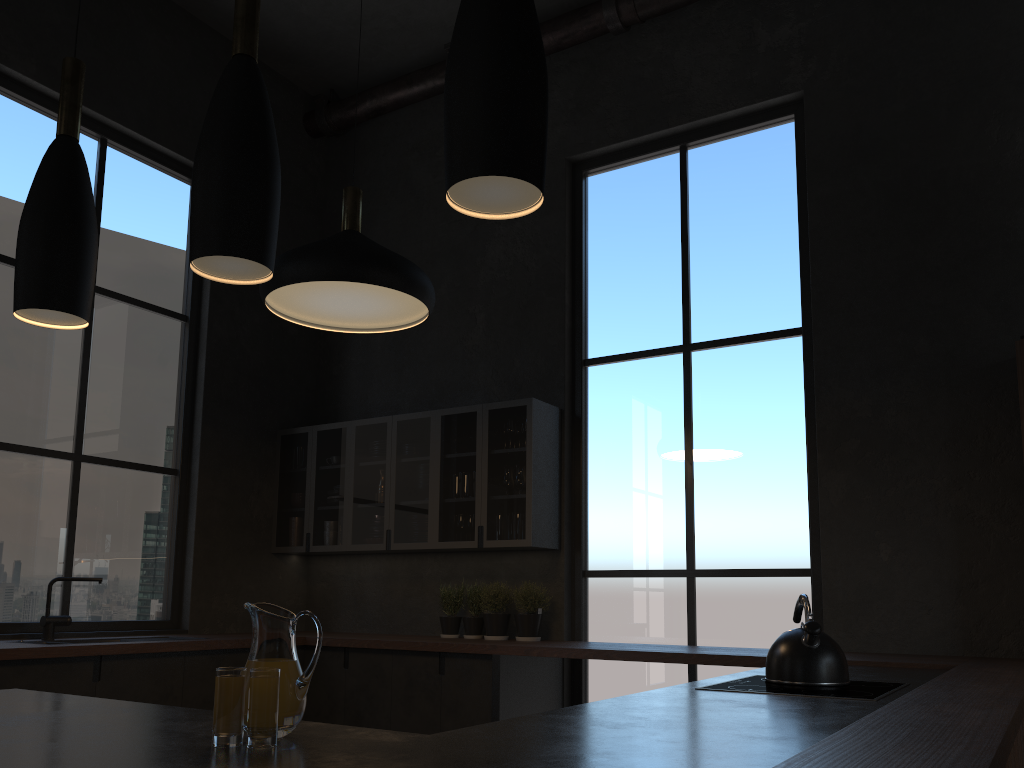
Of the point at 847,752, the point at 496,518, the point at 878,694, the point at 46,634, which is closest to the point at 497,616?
the point at 496,518

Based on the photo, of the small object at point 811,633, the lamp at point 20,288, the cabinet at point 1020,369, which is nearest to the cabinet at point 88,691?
the small object at point 811,633

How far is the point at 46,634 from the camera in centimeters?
451cm

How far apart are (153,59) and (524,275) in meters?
2.8

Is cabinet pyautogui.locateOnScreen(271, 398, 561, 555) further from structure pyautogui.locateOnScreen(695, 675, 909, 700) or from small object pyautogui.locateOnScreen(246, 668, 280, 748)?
structure pyautogui.locateOnScreen(695, 675, 909, 700)

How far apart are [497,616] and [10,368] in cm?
302

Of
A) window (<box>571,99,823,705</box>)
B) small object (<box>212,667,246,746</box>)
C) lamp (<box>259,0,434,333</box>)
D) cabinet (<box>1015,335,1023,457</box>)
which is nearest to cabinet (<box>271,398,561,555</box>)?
window (<box>571,99,823,705</box>)

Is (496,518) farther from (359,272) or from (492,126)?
(492,126)

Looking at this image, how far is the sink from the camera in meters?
4.5

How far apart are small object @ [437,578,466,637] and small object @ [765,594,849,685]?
2.8 meters
